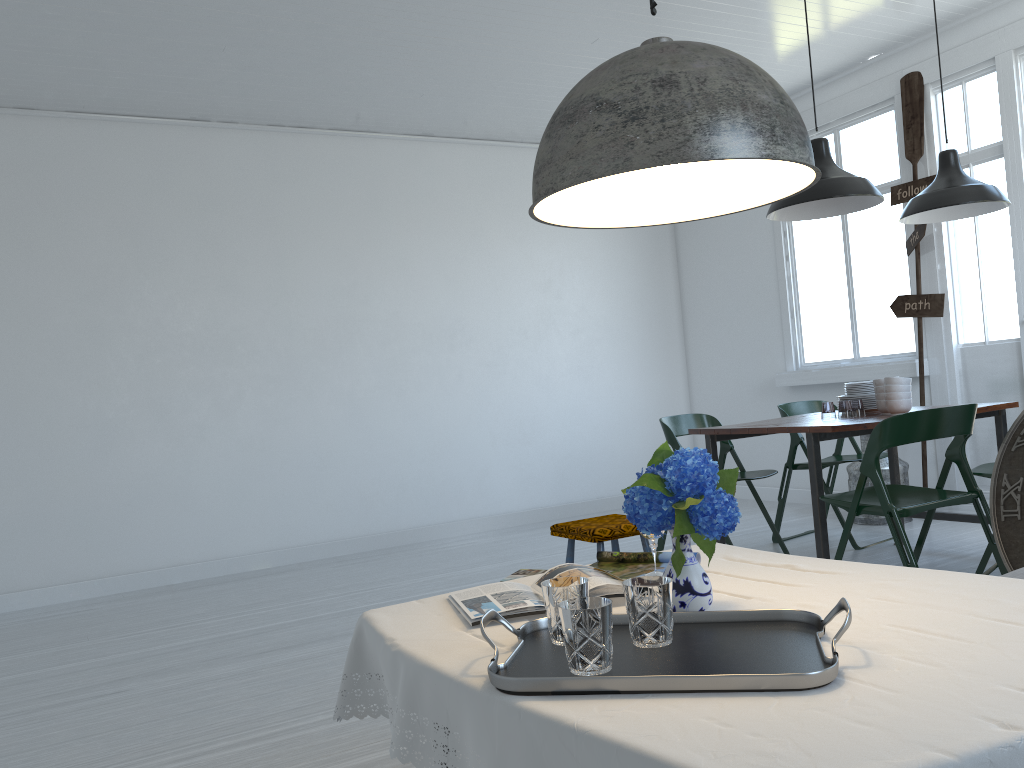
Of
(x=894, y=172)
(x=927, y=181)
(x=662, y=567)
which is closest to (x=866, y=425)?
(x=662, y=567)

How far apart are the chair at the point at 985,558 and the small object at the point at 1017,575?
2.1m

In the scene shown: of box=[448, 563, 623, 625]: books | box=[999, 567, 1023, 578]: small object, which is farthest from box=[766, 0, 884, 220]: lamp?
box=[448, 563, 623, 625]: books

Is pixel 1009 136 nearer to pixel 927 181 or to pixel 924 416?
pixel 927 181

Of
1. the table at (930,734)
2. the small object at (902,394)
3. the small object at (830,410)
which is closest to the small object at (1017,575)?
the table at (930,734)

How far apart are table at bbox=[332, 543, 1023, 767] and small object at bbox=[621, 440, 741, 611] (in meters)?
0.13

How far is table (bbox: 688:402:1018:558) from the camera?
4.4 meters

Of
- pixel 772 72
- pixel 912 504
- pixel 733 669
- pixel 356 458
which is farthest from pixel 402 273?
pixel 733 669

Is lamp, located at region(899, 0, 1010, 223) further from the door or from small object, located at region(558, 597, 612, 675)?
small object, located at region(558, 597, 612, 675)

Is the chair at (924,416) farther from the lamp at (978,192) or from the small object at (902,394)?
the lamp at (978,192)
